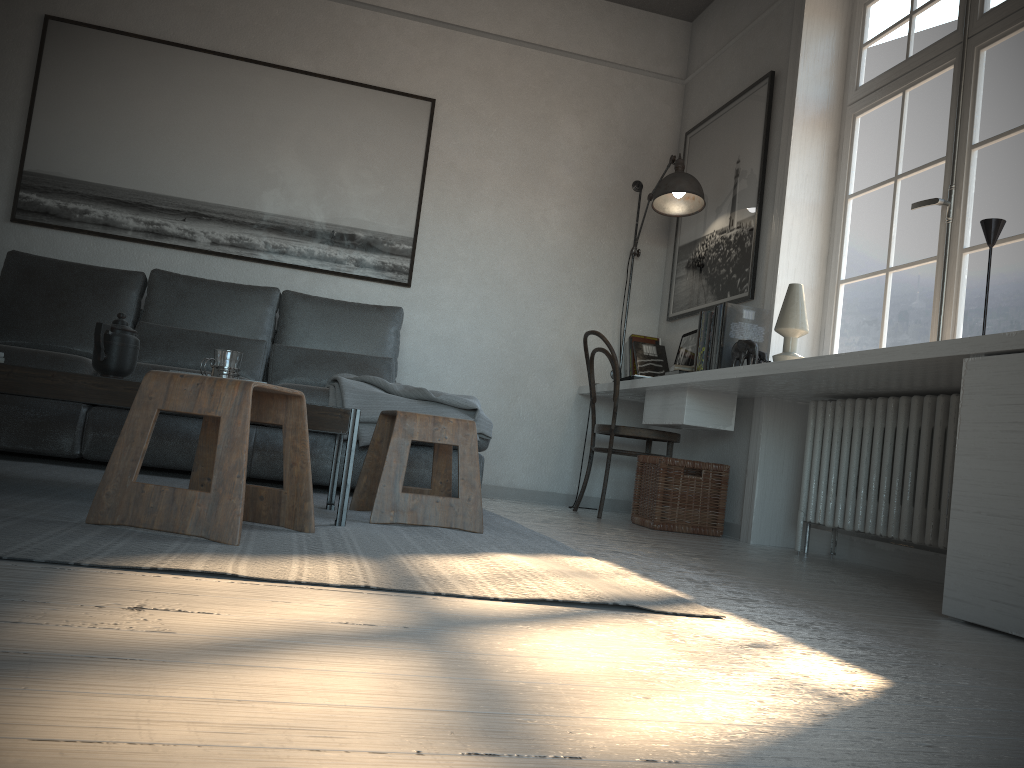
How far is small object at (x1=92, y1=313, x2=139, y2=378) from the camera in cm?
244

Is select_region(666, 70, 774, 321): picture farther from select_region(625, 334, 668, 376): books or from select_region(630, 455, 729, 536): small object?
select_region(630, 455, 729, 536): small object

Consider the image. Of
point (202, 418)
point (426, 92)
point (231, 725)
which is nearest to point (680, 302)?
point (426, 92)

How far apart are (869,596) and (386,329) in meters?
2.6

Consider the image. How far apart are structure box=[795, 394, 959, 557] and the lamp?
1.3 meters

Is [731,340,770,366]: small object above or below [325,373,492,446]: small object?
above

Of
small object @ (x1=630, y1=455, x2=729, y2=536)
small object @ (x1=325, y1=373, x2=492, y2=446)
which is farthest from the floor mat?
small object @ (x1=630, y1=455, x2=729, y2=536)

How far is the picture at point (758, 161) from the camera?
4.2m

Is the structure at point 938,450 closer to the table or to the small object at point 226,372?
the table

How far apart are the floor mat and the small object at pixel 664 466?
0.9 meters
